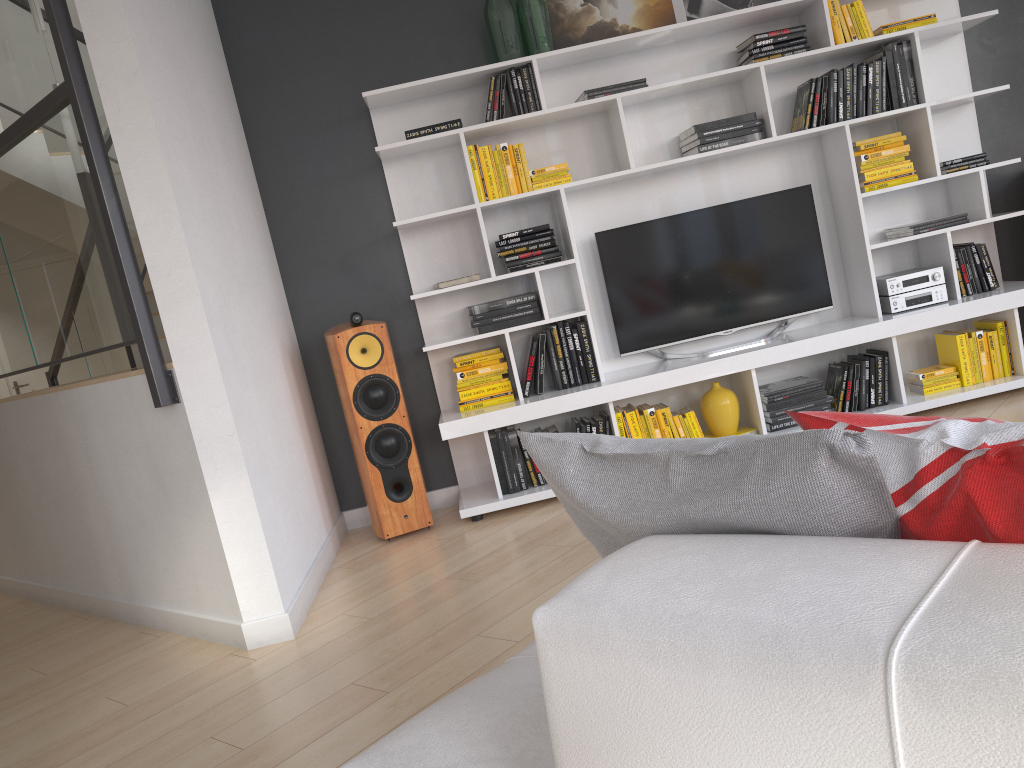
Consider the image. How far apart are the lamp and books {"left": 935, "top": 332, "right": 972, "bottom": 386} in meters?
5.7 m

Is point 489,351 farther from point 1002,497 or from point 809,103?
point 1002,497

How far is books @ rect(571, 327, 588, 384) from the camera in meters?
4.3

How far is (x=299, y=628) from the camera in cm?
326

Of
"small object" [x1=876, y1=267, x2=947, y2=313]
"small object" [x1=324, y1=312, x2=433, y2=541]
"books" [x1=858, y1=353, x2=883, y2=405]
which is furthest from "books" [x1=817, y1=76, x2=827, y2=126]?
"small object" [x1=324, y1=312, x2=433, y2=541]

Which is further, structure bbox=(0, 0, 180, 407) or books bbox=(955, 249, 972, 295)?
books bbox=(955, 249, 972, 295)

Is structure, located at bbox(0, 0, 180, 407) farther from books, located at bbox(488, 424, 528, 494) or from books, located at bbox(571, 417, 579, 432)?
books, located at bbox(571, 417, 579, 432)

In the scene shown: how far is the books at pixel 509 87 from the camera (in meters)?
4.15

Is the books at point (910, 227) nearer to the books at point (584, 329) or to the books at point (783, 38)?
the books at point (783, 38)

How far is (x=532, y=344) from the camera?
4.28m
